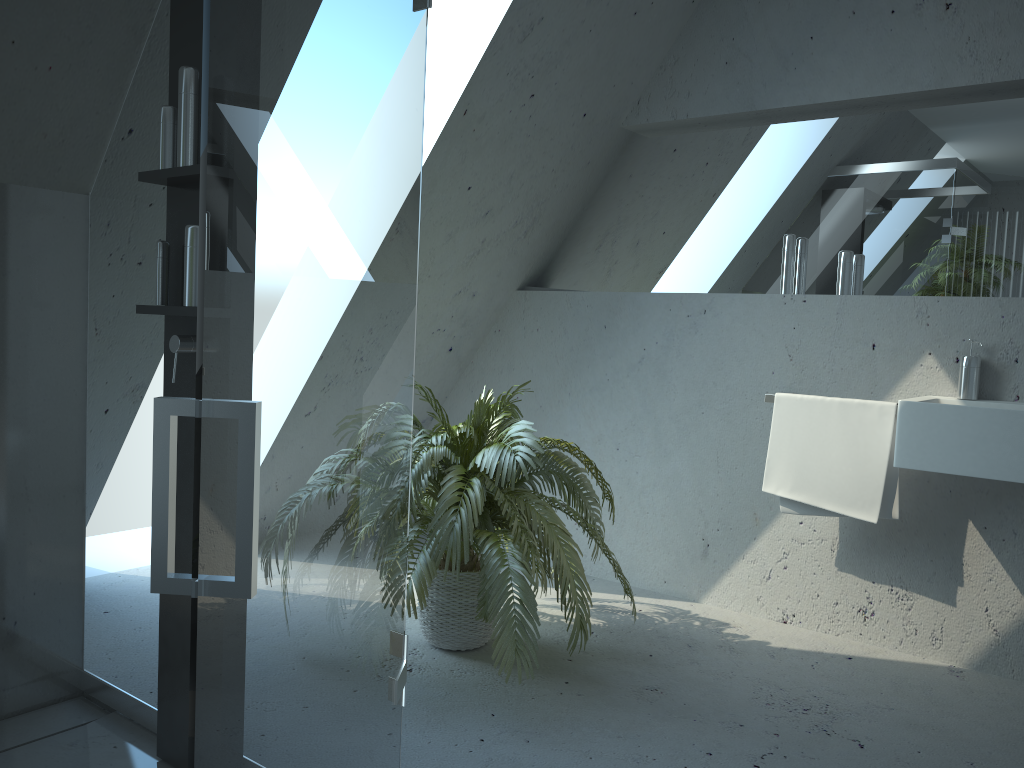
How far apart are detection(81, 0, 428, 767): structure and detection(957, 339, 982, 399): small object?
2.1m

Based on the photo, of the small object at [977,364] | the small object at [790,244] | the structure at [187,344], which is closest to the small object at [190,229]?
the structure at [187,344]

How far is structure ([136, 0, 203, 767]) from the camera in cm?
195

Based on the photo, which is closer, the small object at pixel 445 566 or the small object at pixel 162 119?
the small object at pixel 162 119

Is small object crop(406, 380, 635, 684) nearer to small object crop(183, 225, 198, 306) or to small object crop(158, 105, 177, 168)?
small object crop(183, 225, 198, 306)

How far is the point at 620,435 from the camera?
3.73m

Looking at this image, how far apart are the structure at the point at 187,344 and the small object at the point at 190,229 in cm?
2

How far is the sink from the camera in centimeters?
249cm

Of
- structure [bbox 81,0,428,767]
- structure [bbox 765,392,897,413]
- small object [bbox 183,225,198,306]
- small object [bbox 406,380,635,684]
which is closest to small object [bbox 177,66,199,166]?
small object [bbox 183,225,198,306]

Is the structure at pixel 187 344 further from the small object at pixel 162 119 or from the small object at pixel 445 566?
the small object at pixel 445 566
